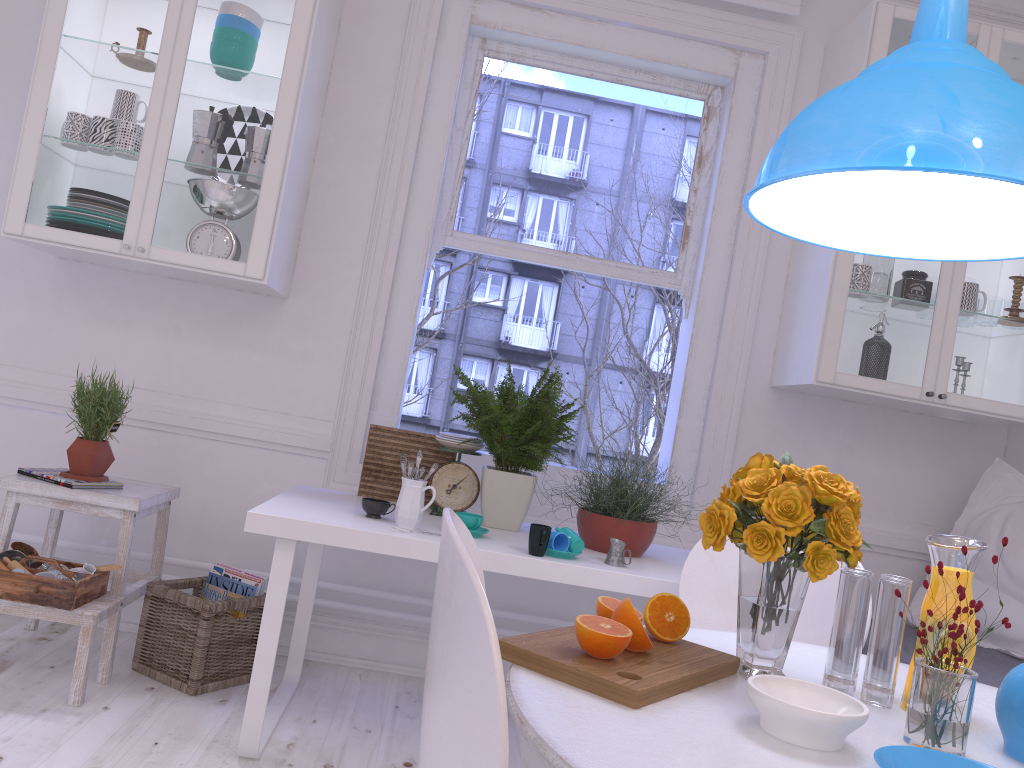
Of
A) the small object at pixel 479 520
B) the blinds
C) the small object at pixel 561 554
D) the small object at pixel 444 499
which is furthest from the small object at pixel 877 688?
the blinds

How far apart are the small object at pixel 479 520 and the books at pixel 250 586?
0.8m

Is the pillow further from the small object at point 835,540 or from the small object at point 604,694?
the small object at point 604,694

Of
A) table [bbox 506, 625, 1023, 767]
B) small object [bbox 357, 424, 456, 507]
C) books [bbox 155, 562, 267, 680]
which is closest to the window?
small object [bbox 357, 424, 456, 507]

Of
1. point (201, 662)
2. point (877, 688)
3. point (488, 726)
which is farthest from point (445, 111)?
point (488, 726)

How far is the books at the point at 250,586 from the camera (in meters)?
2.79

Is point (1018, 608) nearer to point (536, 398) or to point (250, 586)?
point (536, 398)

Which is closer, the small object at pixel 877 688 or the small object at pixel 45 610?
the small object at pixel 877 688

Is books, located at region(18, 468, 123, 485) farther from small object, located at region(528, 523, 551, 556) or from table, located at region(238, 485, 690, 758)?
small object, located at region(528, 523, 551, 556)

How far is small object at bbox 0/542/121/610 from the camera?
2.33m
